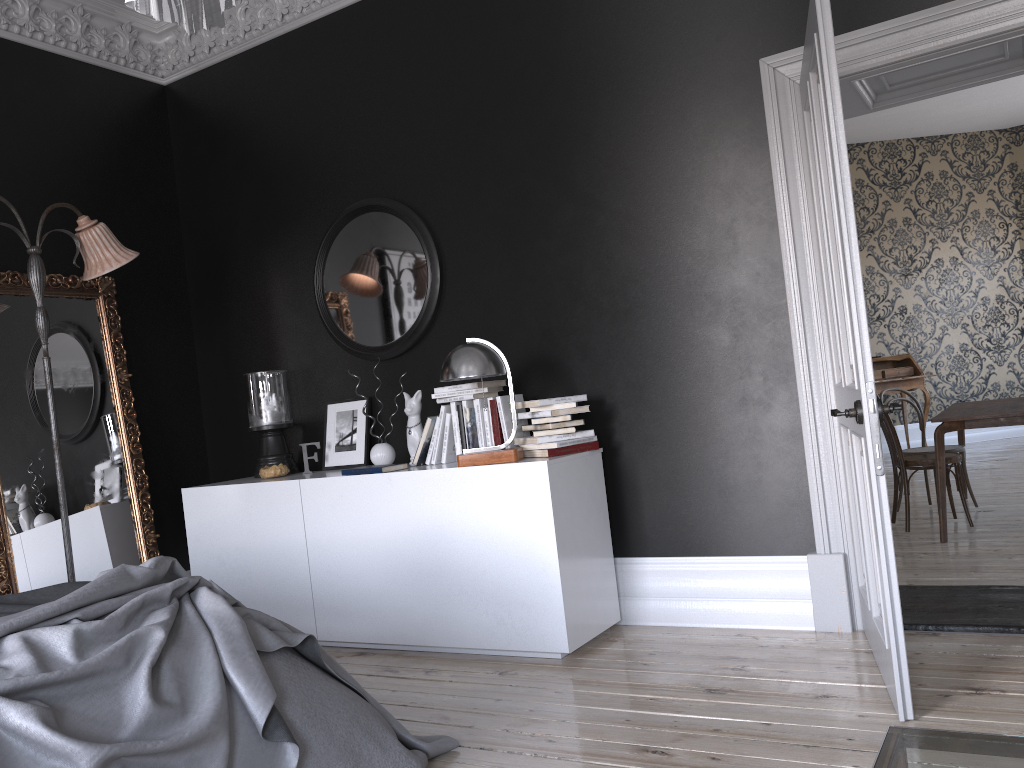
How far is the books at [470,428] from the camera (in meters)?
4.36

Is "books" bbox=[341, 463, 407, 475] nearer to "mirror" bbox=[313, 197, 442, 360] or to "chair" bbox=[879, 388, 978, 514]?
"mirror" bbox=[313, 197, 442, 360]

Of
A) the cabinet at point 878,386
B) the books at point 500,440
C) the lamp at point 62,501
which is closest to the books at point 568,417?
the books at point 500,440

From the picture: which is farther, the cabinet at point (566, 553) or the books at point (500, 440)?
the books at point (500, 440)

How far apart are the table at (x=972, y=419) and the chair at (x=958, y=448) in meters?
0.3

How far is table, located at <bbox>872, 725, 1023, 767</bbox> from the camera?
1.3m

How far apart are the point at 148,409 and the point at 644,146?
3.45m

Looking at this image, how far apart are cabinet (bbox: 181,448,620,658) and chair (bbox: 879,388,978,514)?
3.3m

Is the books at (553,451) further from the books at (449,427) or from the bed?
the bed

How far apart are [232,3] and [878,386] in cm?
1008
